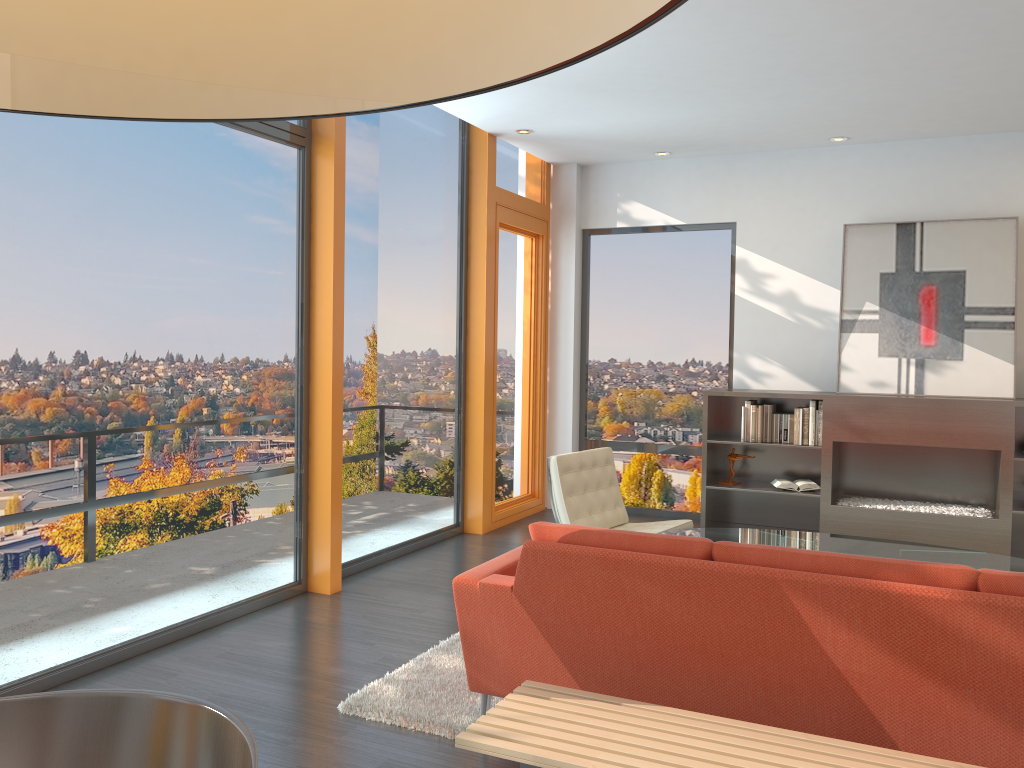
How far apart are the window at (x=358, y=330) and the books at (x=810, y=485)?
2.5m

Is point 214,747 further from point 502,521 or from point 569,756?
point 502,521

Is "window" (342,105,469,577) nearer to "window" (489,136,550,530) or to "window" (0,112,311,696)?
"window" (489,136,550,530)

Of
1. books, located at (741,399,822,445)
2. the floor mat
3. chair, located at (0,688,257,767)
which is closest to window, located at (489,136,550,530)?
books, located at (741,399,822,445)

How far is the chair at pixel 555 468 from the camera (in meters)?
5.30

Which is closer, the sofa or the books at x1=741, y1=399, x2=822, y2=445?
the sofa

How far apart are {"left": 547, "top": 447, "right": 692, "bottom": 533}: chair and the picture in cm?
215

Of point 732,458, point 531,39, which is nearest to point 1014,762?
point 531,39

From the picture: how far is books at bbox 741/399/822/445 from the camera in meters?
6.7

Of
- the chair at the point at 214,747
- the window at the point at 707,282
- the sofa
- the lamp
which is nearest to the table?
the sofa
